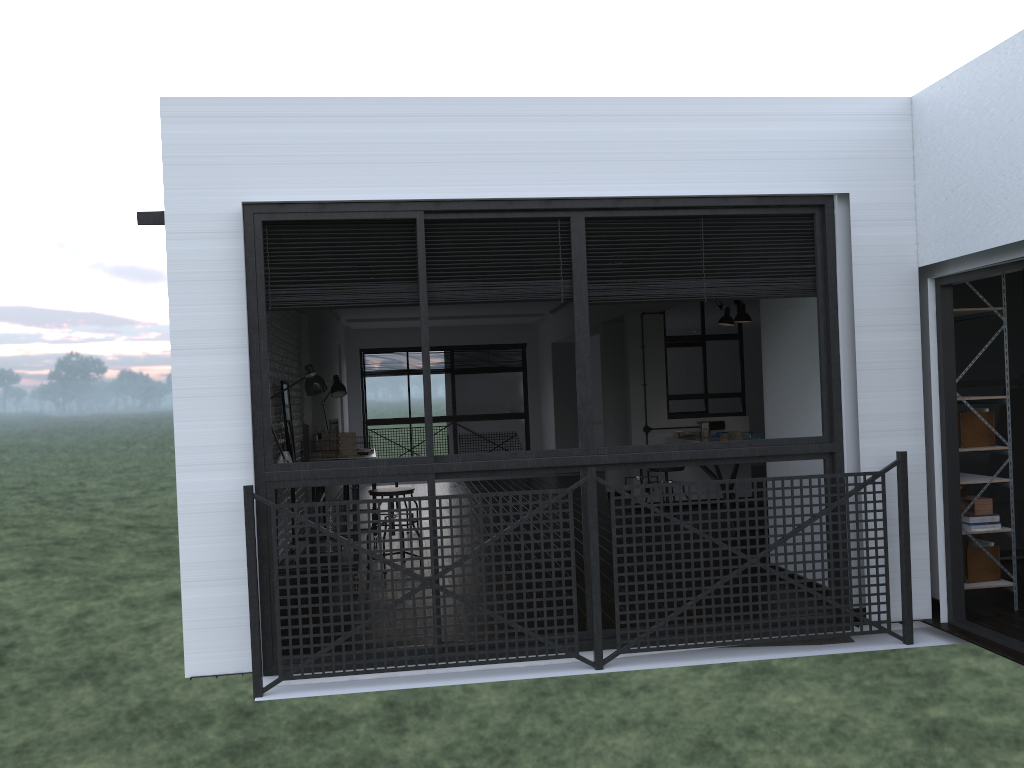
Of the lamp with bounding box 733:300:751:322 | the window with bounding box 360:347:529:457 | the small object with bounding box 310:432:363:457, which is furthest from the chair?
the window with bounding box 360:347:529:457

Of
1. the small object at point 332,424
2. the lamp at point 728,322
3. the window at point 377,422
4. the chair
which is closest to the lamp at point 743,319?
the lamp at point 728,322

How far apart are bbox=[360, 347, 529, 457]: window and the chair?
8.16m

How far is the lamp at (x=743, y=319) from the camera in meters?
8.0

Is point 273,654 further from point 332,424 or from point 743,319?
point 743,319

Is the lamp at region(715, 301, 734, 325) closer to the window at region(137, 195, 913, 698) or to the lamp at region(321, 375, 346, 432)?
the lamp at region(321, 375, 346, 432)

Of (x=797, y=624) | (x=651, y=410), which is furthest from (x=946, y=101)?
(x=651, y=410)

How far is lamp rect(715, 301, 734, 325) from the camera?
8.4m

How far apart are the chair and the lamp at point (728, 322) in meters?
3.8

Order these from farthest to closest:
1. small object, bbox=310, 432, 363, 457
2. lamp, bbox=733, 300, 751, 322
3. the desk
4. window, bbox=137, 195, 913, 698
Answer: lamp, bbox=733, 300, 751, 322
small object, bbox=310, 432, 363, 457
the desk
window, bbox=137, 195, 913, 698
